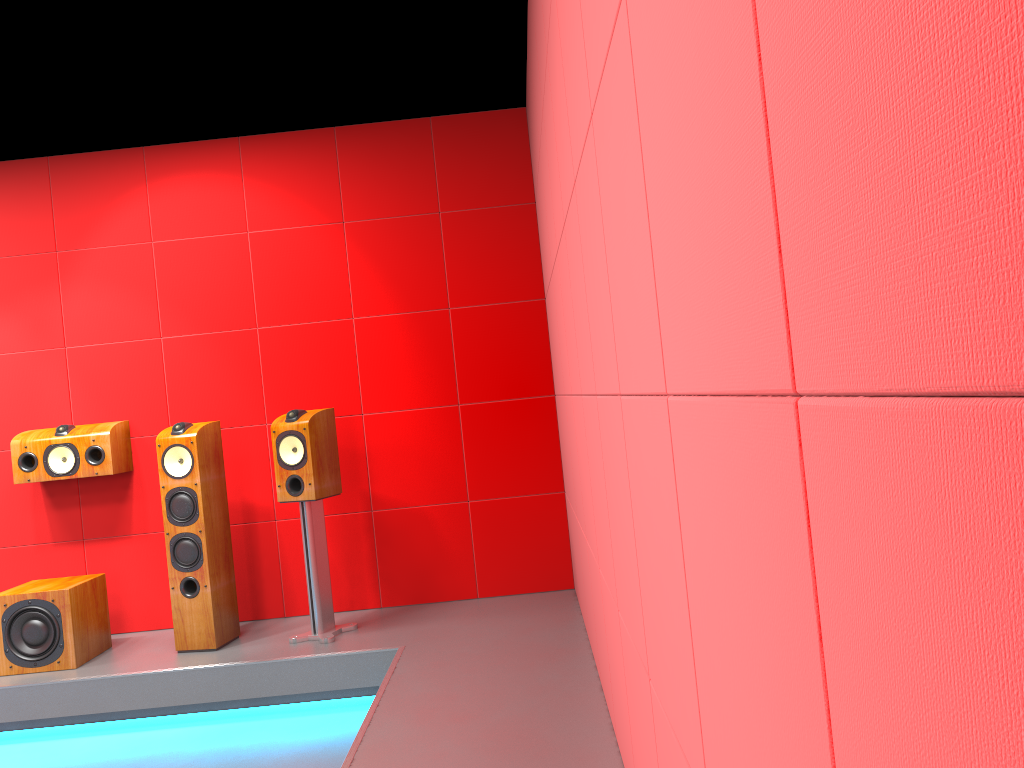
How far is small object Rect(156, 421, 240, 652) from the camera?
4.0m

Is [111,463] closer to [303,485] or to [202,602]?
[202,602]

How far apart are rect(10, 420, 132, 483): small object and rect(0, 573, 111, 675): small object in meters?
0.5

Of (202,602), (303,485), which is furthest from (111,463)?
(303,485)

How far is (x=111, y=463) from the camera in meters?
4.4

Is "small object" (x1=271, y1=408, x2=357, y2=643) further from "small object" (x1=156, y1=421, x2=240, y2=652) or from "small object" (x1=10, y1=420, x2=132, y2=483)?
"small object" (x1=10, y1=420, x2=132, y2=483)

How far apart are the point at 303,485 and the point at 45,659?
1.4m

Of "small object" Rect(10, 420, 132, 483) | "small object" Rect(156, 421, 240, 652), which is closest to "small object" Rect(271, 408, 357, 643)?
"small object" Rect(156, 421, 240, 652)

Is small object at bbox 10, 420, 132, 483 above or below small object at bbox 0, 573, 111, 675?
above

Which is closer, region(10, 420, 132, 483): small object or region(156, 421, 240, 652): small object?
region(156, 421, 240, 652): small object
